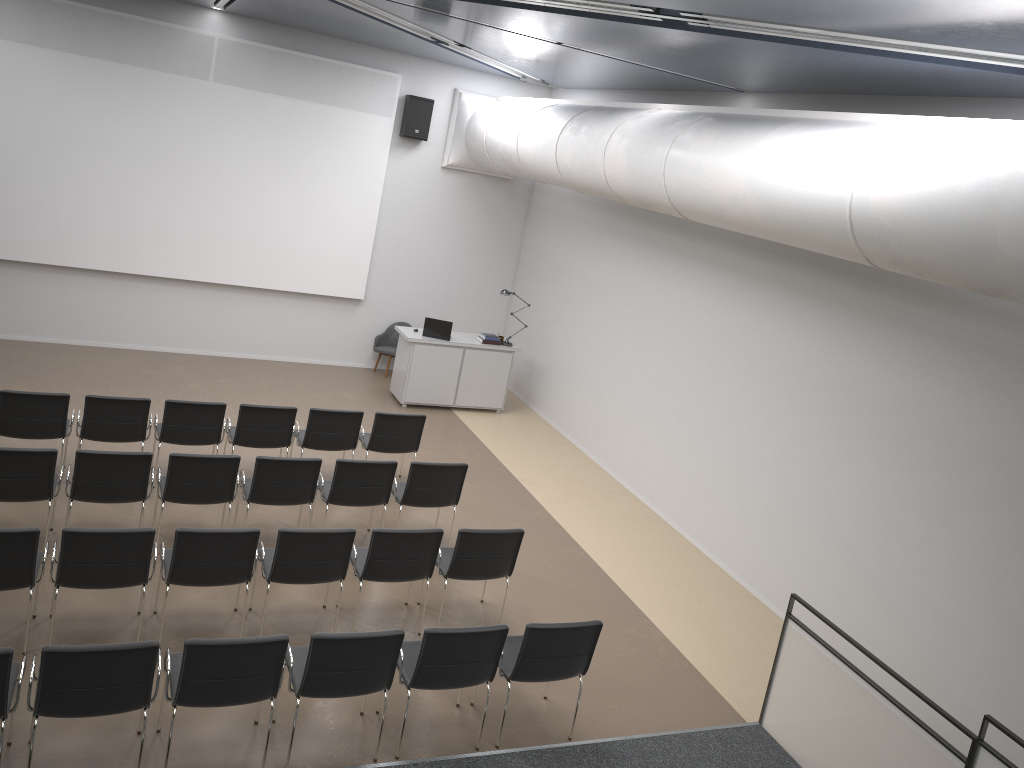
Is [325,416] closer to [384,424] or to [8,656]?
[384,424]

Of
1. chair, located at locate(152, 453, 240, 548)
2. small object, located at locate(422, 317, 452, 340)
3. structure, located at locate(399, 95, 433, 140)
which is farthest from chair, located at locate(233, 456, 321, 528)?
structure, located at locate(399, 95, 433, 140)

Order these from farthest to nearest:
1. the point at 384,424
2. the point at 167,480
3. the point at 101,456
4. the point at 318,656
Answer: the point at 384,424, the point at 167,480, the point at 101,456, the point at 318,656

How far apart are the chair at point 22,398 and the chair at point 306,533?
2.60m

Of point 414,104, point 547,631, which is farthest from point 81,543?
point 414,104

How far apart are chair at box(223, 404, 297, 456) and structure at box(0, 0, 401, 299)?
4.22m

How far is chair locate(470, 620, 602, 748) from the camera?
5.7 meters

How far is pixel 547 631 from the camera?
5.7 meters

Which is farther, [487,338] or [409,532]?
[487,338]

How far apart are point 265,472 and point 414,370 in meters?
4.9 m
